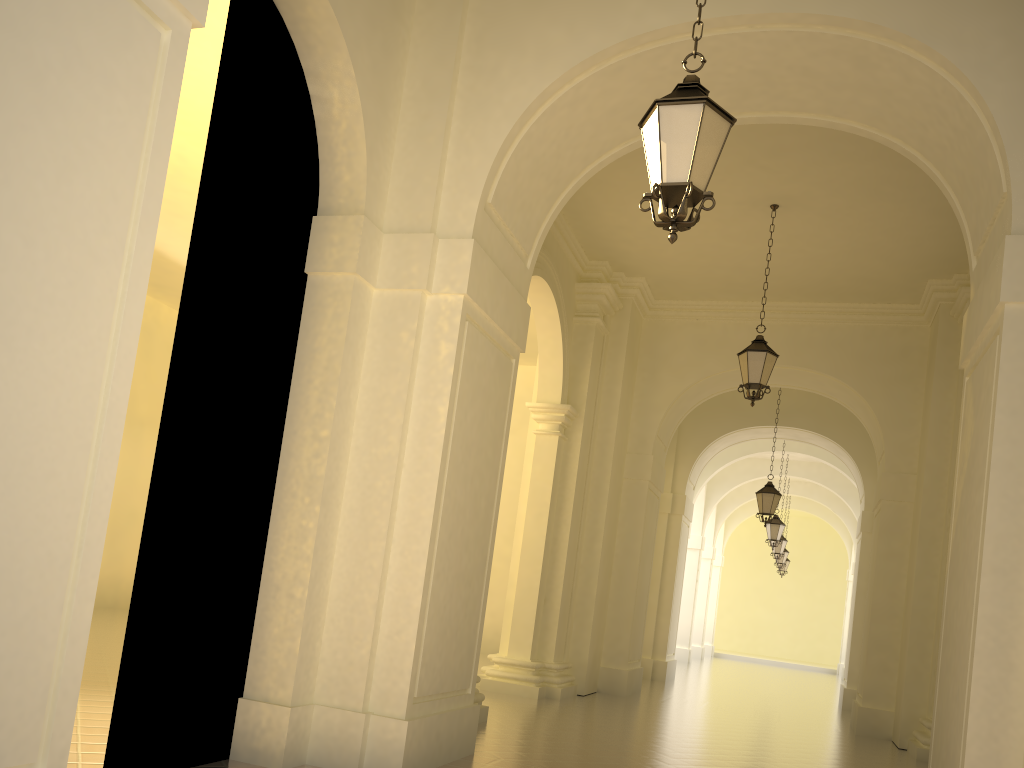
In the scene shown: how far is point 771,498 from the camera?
16.43m

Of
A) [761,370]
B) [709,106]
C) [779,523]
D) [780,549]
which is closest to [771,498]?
[779,523]

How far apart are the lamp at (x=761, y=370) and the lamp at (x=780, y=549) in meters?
15.2 m

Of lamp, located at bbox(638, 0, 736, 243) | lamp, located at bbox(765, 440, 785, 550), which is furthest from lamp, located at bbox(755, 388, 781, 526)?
lamp, located at bbox(638, 0, 736, 243)

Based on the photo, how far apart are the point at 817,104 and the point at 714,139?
3.3m

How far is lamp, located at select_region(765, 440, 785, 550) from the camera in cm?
2106

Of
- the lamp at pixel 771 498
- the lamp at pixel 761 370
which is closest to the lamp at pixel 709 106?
the lamp at pixel 761 370

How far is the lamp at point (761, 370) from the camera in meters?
10.7

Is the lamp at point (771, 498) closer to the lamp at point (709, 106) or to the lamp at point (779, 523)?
the lamp at point (779, 523)

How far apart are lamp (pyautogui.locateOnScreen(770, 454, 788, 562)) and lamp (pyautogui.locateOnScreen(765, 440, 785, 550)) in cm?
384
